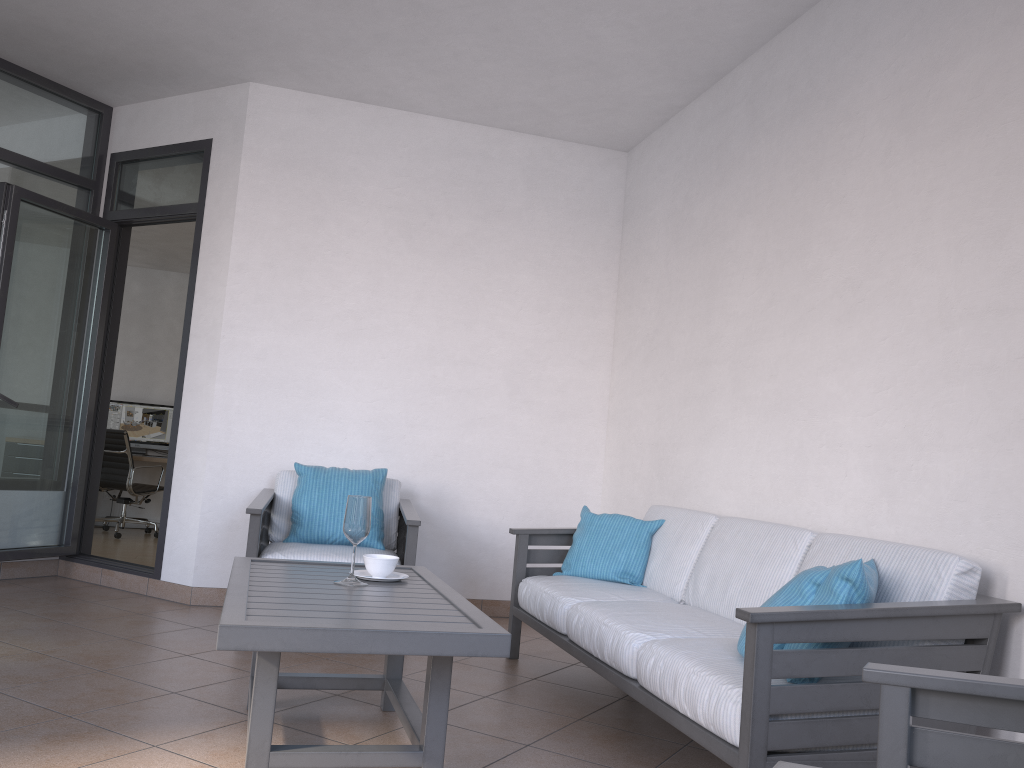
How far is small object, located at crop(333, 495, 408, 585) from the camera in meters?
2.9

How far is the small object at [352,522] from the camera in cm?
286

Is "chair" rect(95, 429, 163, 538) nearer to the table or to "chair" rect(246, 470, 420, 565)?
"chair" rect(246, 470, 420, 565)

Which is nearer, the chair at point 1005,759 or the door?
the chair at point 1005,759

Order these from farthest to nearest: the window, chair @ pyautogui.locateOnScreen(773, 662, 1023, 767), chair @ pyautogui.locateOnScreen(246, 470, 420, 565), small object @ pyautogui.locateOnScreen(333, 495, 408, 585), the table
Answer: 1. the window
2. chair @ pyautogui.locateOnScreen(246, 470, 420, 565)
3. small object @ pyautogui.locateOnScreen(333, 495, 408, 585)
4. the table
5. chair @ pyautogui.locateOnScreen(773, 662, 1023, 767)

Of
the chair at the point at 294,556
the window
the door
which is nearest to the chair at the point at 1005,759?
the chair at the point at 294,556

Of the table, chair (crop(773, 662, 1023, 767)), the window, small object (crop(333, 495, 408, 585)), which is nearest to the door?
the window

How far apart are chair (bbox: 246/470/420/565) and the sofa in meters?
0.5

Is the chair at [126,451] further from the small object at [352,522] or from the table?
the small object at [352,522]

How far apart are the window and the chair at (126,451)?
3.2 meters
